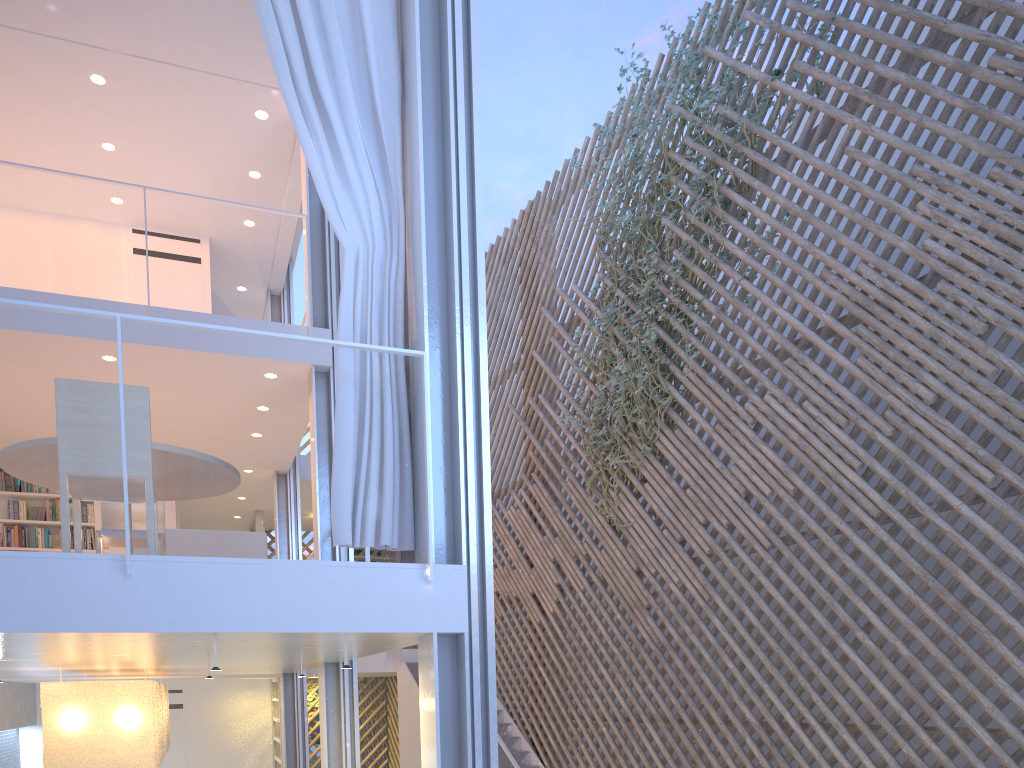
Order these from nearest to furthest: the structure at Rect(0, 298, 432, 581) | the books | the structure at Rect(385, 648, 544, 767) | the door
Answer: the structure at Rect(0, 298, 432, 581), the structure at Rect(385, 648, 544, 767), the books, the door

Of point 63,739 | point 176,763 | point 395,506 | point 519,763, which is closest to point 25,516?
point 63,739

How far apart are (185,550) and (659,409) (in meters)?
2.32

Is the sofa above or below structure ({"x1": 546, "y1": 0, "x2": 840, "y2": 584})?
below

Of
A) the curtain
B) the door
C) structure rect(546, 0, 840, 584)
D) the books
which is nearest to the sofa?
the curtain

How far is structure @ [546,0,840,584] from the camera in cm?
422

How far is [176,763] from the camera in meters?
6.5 m

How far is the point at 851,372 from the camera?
3.2m

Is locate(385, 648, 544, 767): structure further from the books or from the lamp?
the books

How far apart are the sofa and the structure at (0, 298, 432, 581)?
1.56m
